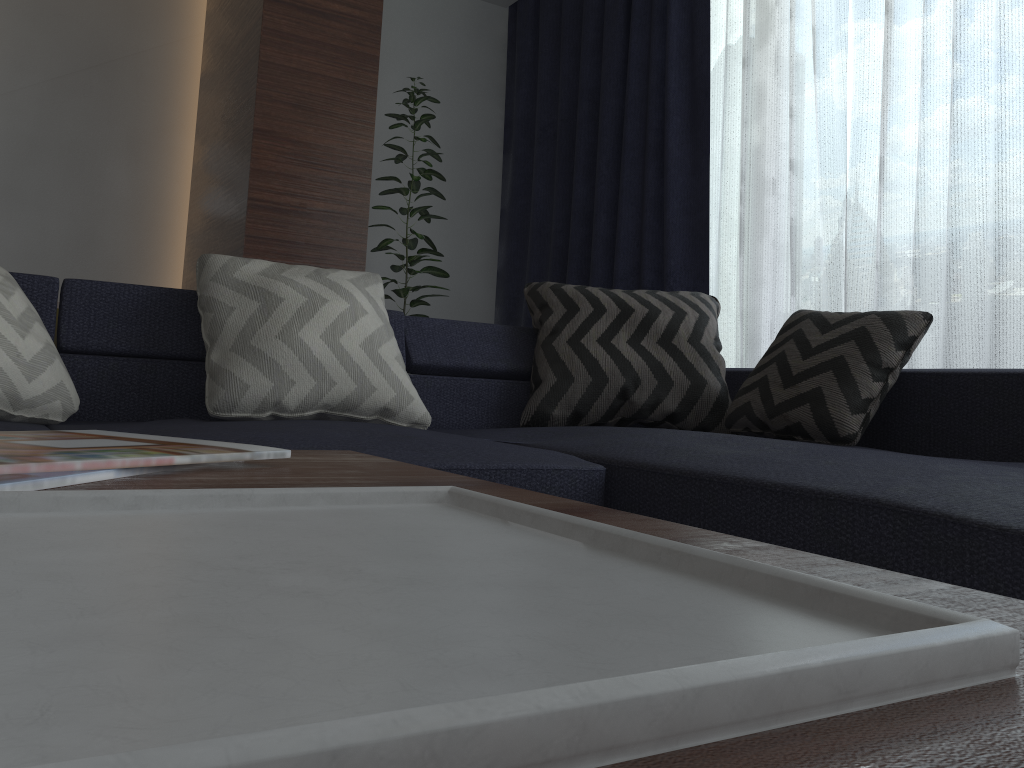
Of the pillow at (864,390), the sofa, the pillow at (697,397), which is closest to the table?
the sofa

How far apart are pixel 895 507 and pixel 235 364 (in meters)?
1.30

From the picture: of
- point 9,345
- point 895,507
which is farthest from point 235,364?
point 895,507

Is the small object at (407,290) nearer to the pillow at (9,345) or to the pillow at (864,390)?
the pillow at (864,390)

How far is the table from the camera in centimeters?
15cm

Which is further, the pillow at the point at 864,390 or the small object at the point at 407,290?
the small object at the point at 407,290

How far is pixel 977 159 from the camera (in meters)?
2.58

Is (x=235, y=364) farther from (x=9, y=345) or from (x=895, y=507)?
(x=895, y=507)

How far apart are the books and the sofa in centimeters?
63cm

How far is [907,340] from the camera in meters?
2.0 m
